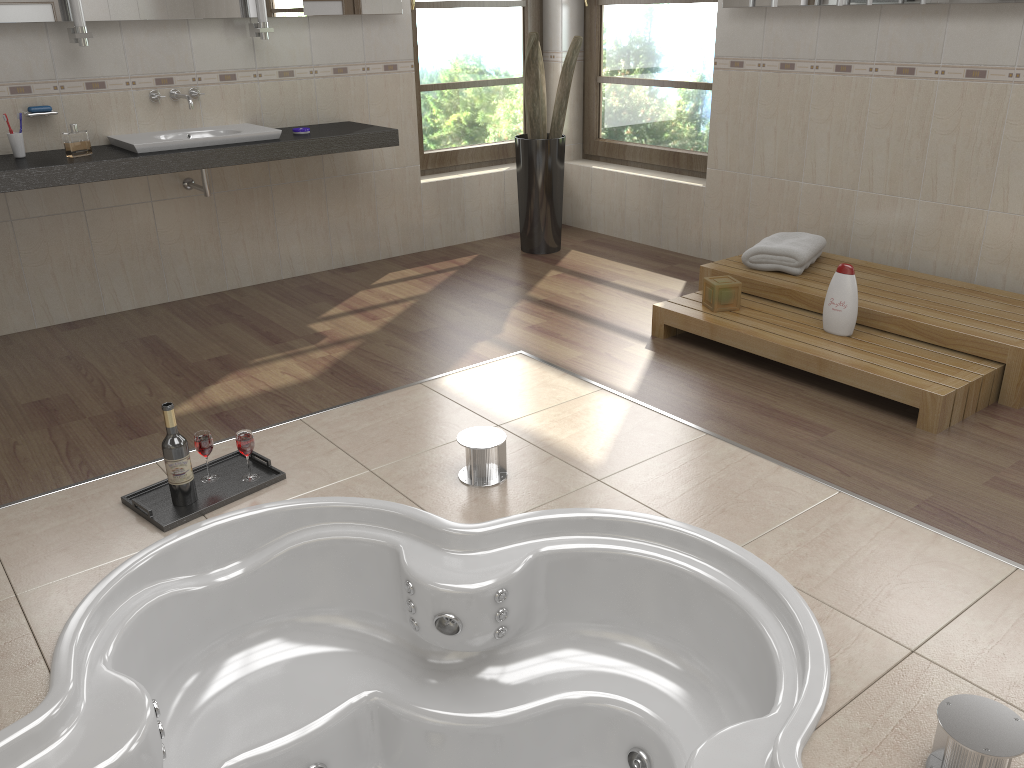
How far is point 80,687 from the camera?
1.93m

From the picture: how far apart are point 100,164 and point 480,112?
2.5m

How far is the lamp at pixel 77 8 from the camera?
3.6m

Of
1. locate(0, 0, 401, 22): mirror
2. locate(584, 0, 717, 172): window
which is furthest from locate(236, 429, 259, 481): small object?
locate(584, 0, 717, 172): window

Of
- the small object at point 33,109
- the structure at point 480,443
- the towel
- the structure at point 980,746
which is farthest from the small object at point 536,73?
the structure at point 980,746

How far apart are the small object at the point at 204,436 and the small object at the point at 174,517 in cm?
2

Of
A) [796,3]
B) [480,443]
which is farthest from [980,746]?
[796,3]

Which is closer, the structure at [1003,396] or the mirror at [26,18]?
the structure at [1003,396]

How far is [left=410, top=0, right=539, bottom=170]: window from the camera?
5.1 meters

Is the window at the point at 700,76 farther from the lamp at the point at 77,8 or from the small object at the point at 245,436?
the small object at the point at 245,436
